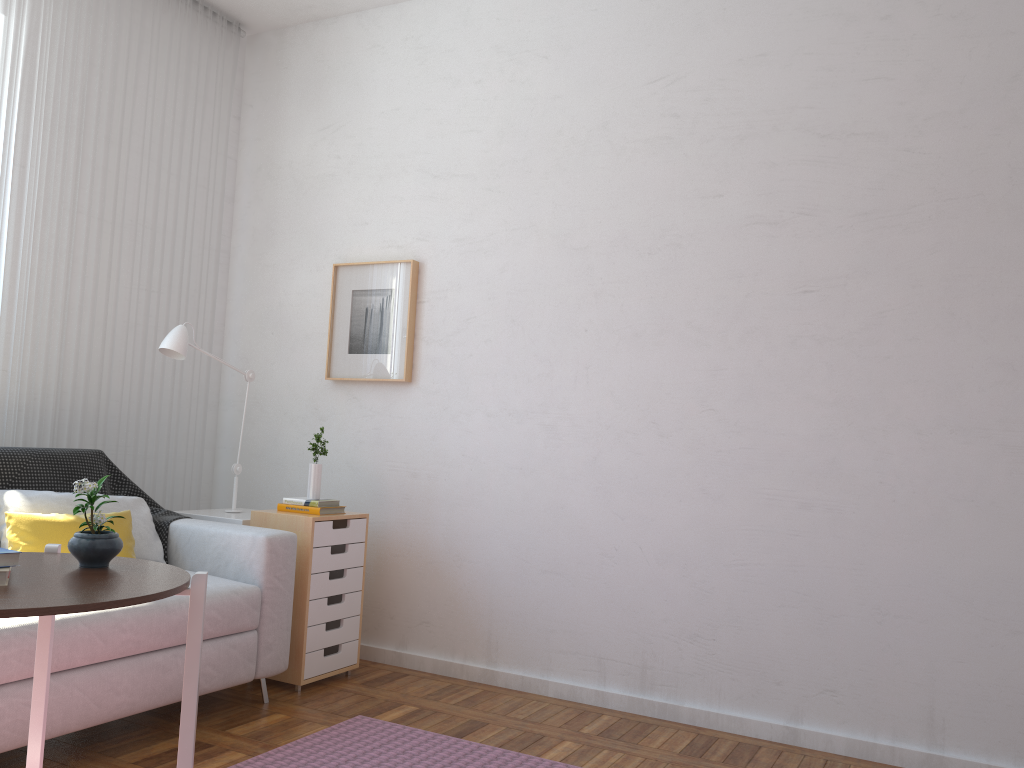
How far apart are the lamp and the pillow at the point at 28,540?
0.7 meters

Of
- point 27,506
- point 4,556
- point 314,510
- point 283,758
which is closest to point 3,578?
point 4,556

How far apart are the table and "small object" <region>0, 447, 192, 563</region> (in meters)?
→ 1.35

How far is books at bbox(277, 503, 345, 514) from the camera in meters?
3.4 m

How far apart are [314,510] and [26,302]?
1.3 meters

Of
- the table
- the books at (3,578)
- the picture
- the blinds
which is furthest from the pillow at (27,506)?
the books at (3,578)

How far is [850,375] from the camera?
3.0m

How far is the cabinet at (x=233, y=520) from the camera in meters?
3.5

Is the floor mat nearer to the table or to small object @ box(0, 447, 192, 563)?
the table

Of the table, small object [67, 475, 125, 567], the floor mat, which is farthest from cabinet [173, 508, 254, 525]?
small object [67, 475, 125, 567]
